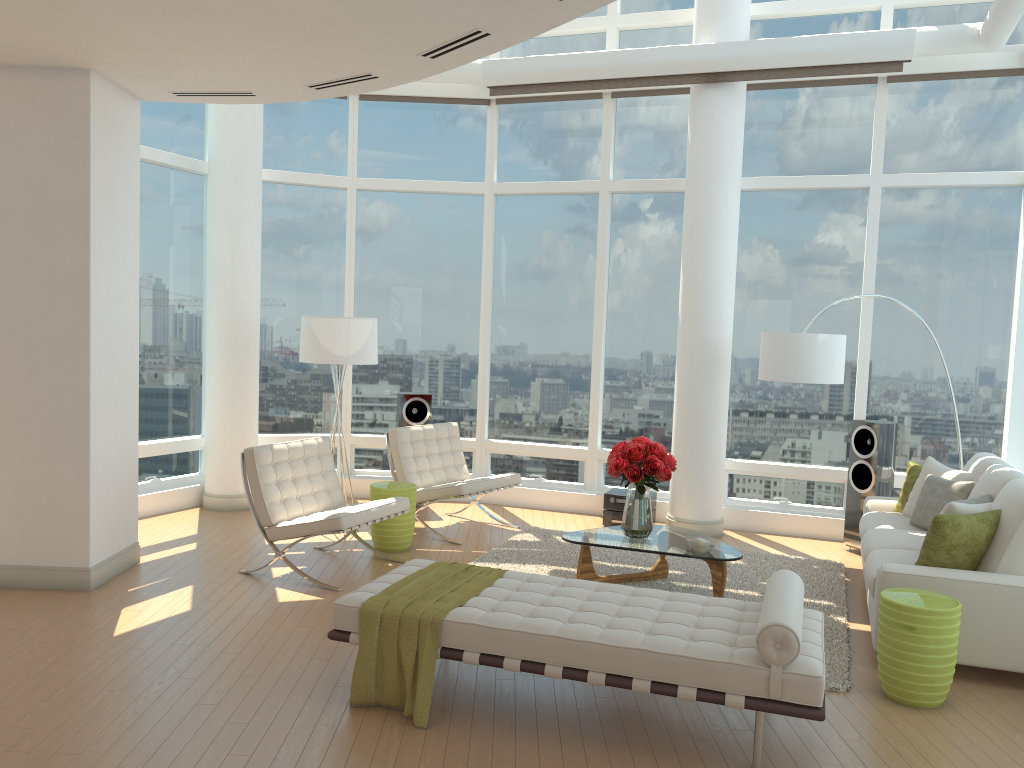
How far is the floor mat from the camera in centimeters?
552cm

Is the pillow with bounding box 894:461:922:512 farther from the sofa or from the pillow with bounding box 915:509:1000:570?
the pillow with bounding box 915:509:1000:570

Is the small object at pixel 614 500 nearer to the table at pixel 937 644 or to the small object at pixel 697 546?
the small object at pixel 697 546

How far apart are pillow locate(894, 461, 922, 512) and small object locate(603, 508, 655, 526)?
2.5 meters

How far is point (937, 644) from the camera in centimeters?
438cm

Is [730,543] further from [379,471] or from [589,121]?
[589,121]

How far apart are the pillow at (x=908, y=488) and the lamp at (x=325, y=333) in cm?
446

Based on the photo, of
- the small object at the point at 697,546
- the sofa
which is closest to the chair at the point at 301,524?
the small object at the point at 697,546

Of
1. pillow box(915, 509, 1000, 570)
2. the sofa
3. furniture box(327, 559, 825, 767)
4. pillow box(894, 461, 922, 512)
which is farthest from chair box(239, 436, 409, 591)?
pillow box(894, 461, 922, 512)

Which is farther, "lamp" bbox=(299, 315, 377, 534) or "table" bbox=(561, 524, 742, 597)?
"lamp" bbox=(299, 315, 377, 534)
